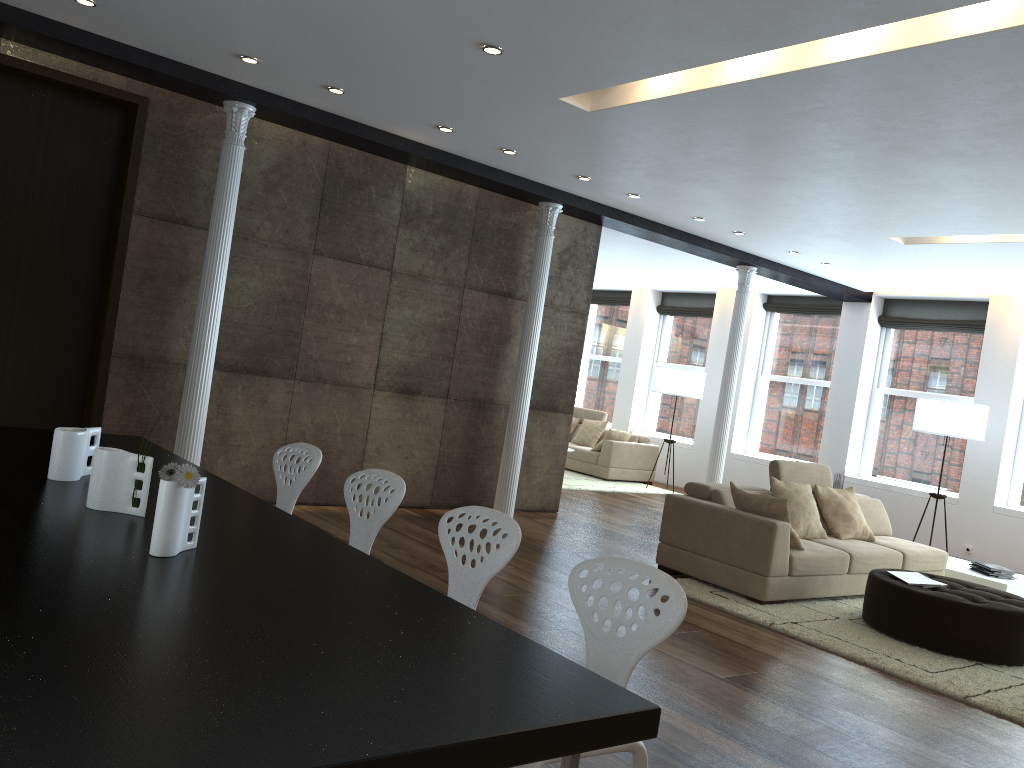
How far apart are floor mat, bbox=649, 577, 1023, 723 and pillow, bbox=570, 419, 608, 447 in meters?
6.8 m

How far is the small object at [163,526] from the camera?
2.16m

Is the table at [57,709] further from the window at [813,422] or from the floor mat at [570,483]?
the window at [813,422]

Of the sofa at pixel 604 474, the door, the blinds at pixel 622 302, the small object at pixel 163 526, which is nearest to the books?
the small object at pixel 163 526

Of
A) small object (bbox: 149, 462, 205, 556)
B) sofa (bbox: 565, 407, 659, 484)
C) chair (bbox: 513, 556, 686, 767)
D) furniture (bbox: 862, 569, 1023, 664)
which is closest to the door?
small object (bbox: 149, 462, 205, 556)

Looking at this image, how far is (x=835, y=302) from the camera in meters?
12.0 m

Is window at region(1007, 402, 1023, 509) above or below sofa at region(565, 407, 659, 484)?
above

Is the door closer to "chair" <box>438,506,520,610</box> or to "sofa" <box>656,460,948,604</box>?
"chair" <box>438,506,520,610</box>

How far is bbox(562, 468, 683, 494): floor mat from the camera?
11.5 meters

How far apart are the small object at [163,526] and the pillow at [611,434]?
10.5 meters
